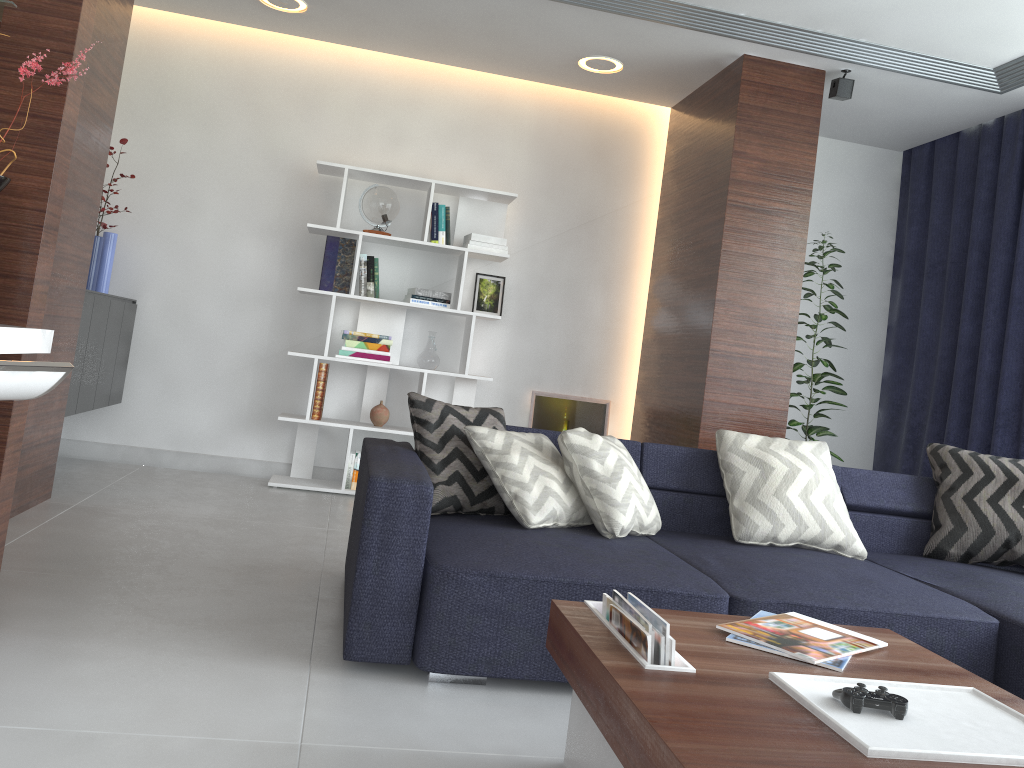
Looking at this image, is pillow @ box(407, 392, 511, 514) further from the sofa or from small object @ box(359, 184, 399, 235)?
small object @ box(359, 184, 399, 235)

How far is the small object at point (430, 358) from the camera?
5.0 meters

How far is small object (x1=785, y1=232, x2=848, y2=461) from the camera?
5.0 meters

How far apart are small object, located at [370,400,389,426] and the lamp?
2.1m

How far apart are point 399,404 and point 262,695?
3.3 meters

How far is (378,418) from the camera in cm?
502

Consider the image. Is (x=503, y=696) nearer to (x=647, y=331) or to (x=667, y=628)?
(x=667, y=628)

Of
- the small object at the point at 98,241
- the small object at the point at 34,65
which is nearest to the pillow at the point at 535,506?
the small object at the point at 34,65

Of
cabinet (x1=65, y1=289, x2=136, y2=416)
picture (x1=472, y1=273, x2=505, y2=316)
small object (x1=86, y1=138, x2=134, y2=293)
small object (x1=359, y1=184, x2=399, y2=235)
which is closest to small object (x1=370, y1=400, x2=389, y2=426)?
picture (x1=472, y1=273, x2=505, y2=316)

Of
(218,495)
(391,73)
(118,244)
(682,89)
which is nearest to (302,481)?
(218,495)
